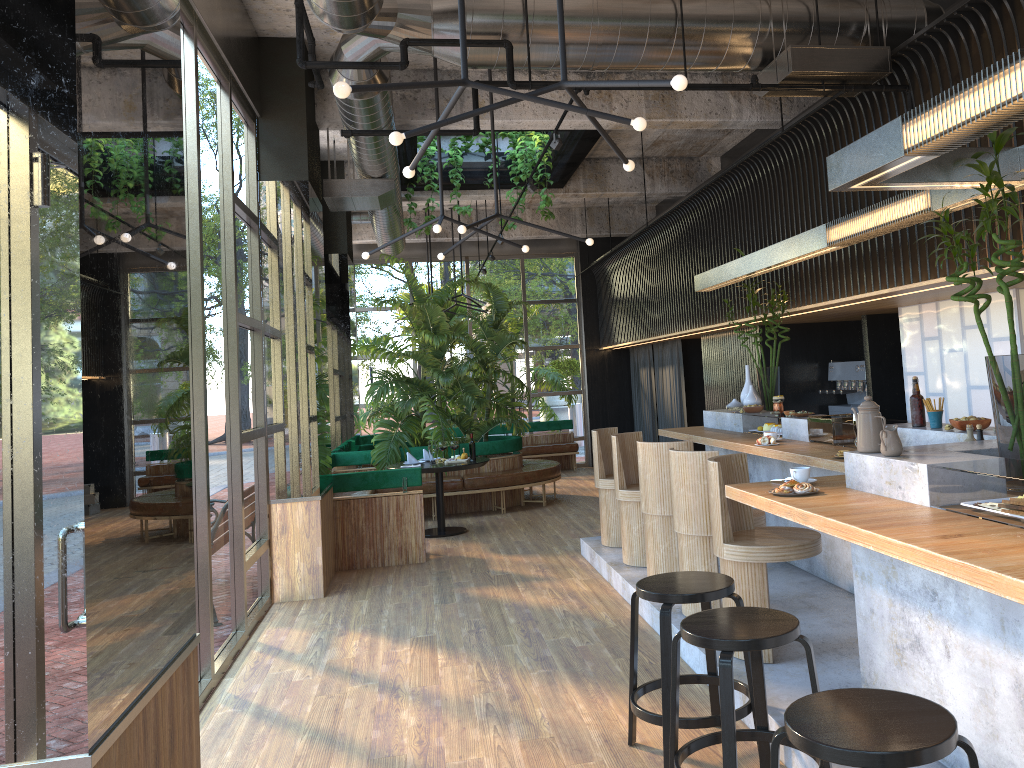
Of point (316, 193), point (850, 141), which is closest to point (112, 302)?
point (850, 141)

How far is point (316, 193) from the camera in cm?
751

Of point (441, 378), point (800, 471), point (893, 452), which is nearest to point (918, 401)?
point (800, 471)

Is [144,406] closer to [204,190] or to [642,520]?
[204,190]

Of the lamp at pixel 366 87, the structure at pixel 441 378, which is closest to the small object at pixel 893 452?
the lamp at pixel 366 87

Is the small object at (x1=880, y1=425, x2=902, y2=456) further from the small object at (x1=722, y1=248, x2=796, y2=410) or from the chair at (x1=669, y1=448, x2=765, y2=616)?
the small object at (x1=722, y1=248, x2=796, y2=410)

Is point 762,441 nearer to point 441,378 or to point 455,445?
point 455,445

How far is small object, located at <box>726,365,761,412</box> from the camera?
7.4 meters

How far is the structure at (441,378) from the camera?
10.9m

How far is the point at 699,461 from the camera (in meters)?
5.15
